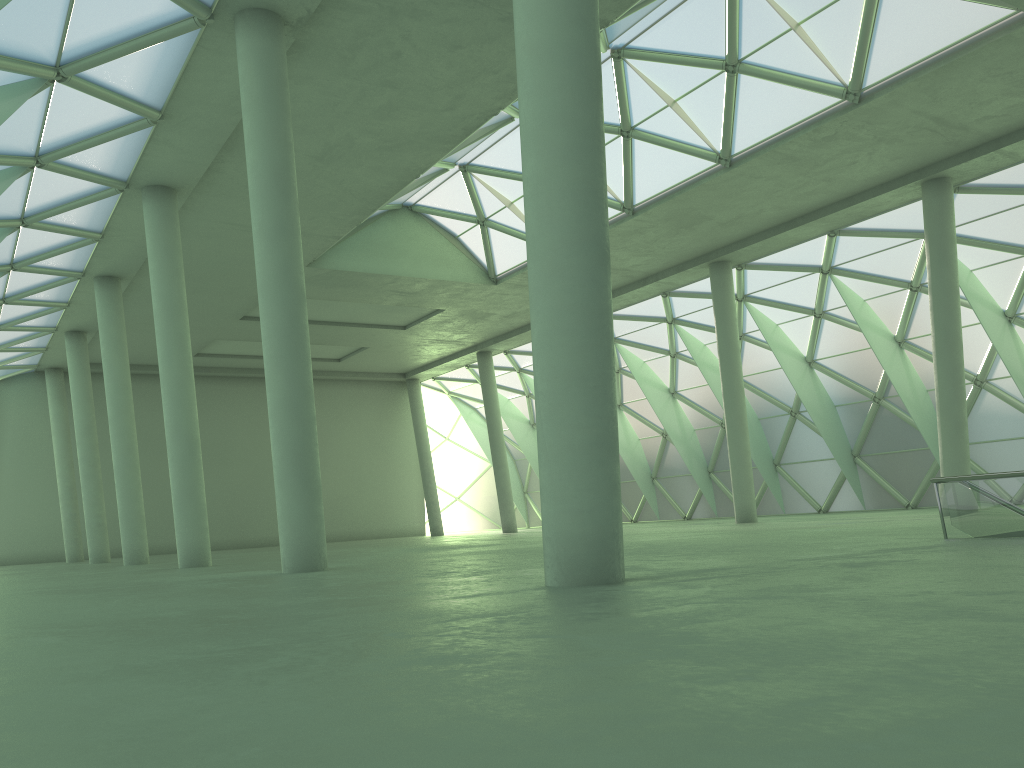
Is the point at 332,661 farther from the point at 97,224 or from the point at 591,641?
the point at 97,224
